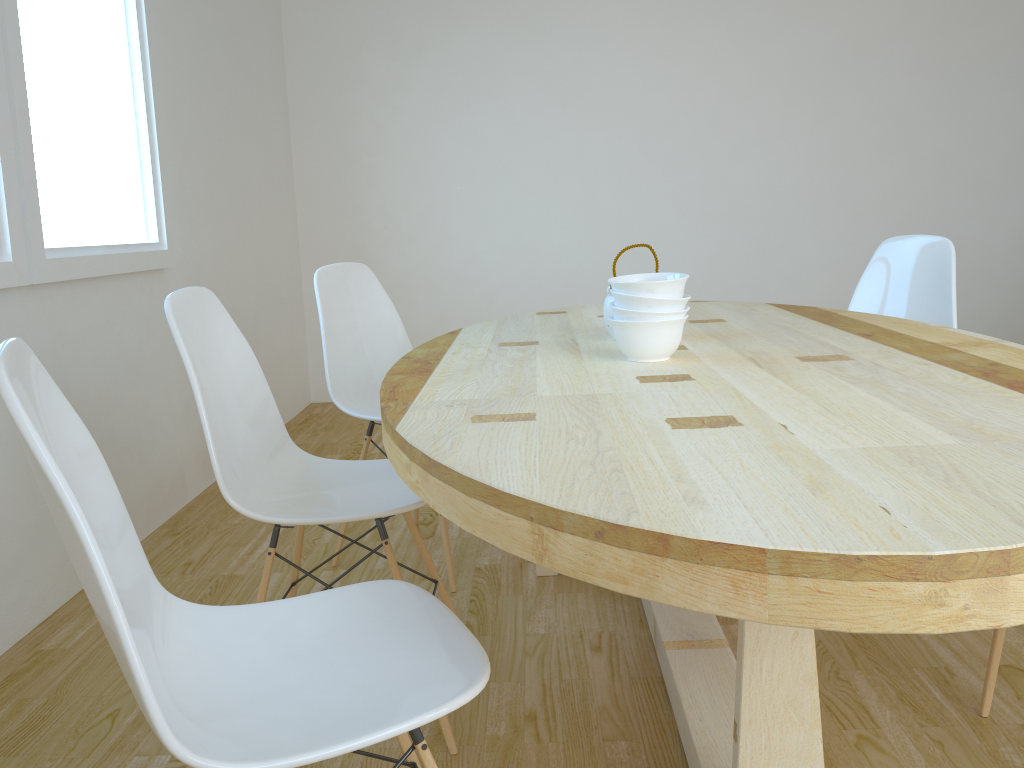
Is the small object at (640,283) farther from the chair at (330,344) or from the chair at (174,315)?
the chair at (330,344)

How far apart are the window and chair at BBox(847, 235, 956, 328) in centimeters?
232cm

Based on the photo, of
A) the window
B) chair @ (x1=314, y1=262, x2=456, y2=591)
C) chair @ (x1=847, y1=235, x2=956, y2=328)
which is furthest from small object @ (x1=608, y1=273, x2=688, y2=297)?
the window

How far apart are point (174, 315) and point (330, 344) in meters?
0.9

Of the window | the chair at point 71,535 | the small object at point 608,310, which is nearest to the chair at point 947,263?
the small object at point 608,310

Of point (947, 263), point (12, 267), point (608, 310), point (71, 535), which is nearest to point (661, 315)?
point (608, 310)

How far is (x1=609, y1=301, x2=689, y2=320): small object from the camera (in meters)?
1.60

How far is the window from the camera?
2.2 meters

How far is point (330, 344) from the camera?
2.61m

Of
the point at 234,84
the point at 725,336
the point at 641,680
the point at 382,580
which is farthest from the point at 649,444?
the point at 234,84
